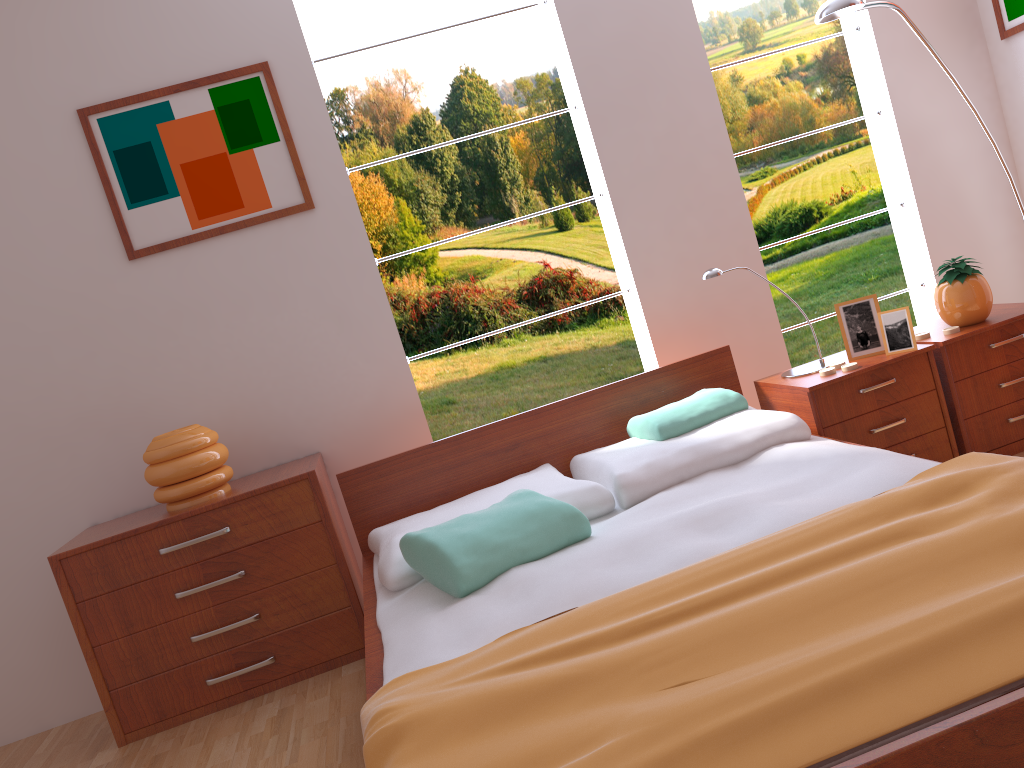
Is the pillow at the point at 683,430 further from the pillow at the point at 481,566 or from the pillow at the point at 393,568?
the pillow at the point at 481,566

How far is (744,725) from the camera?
1.2m

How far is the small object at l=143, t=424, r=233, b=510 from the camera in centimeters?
273cm

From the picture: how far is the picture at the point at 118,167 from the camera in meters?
3.0

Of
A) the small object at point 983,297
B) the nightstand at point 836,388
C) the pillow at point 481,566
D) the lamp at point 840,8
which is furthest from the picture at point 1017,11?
the pillow at point 481,566

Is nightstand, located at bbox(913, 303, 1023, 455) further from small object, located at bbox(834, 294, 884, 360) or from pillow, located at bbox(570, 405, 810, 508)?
pillow, located at bbox(570, 405, 810, 508)

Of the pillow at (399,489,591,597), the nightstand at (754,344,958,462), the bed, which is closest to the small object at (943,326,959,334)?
the nightstand at (754,344,958,462)

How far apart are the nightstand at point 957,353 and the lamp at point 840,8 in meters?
0.7 m

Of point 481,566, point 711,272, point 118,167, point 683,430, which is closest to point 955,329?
point 711,272

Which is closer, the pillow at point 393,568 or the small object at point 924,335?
the pillow at point 393,568
